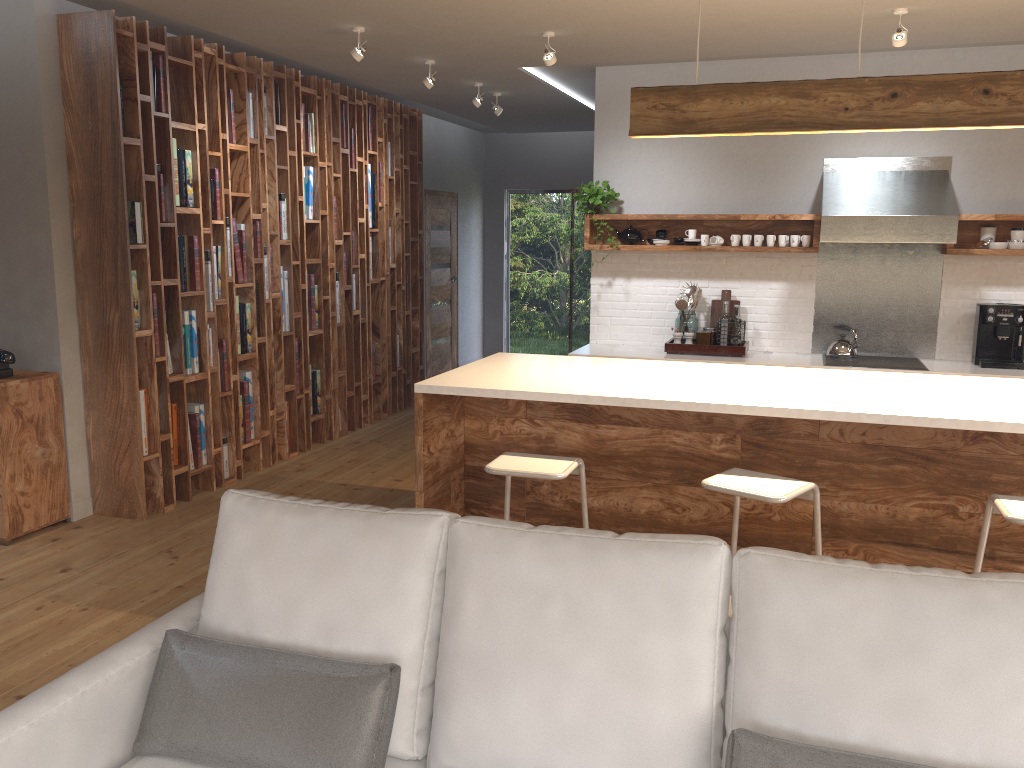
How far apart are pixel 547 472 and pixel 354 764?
1.6m

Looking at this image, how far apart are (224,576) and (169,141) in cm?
358

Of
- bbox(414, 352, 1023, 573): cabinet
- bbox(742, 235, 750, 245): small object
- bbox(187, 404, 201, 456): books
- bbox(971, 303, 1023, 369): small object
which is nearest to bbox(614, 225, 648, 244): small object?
bbox(742, 235, 750, 245): small object

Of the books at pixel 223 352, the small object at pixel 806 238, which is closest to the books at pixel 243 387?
the books at pixel 223 352

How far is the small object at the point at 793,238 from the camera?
6.0m

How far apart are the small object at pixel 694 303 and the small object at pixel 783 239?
0.5m

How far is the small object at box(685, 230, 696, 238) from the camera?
6.20m

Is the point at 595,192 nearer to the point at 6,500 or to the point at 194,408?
the point at 194,408

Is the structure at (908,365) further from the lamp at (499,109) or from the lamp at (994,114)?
the lamp at (499,109)

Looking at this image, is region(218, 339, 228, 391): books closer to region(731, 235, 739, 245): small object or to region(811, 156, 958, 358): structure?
region(731, 235, 739, 245): small object
